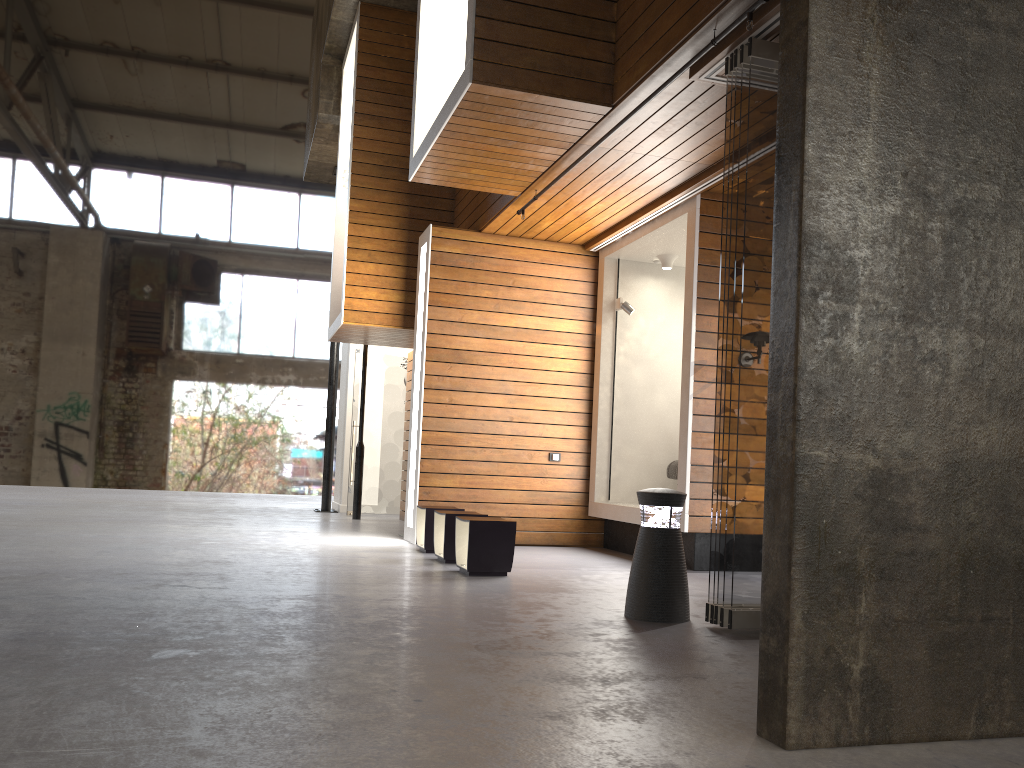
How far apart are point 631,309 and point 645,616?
4.6 meters

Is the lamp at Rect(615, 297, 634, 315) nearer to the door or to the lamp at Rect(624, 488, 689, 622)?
the lamp at Rect(624, 488, 689, 622)

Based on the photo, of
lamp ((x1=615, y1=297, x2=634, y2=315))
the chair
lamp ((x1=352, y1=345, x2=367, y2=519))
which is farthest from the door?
the chair

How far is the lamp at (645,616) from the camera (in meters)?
4.56

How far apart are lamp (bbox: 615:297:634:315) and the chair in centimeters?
155cm

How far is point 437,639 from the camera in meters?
3.8

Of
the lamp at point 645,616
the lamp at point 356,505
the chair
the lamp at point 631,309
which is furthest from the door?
the lamp at point 645,616

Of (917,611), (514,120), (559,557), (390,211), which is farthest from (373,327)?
(917,611)

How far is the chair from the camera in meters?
8.4

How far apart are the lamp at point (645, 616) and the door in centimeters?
800cm
